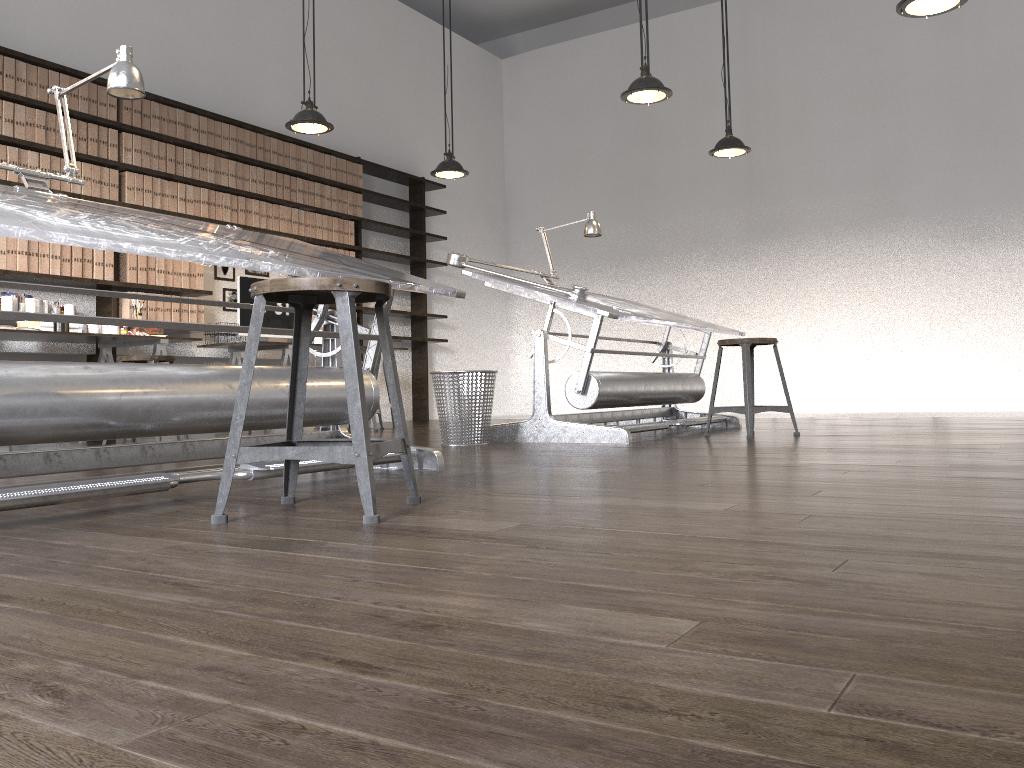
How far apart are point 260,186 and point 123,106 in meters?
1.2

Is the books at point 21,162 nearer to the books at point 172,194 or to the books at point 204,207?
the books at point 172,194

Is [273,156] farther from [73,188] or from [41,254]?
[41,254]

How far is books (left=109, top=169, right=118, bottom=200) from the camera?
5.94m

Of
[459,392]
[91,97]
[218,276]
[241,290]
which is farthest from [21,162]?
[459,392]

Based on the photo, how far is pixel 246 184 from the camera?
6.9m

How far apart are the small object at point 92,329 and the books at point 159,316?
0.64m

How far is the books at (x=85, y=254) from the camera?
5.8 meters

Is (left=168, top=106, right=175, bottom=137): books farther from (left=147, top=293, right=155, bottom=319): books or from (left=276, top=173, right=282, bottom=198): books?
(left=147, top=293, right=155, bottom=319): books

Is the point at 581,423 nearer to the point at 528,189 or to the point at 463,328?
the point at 463,328
